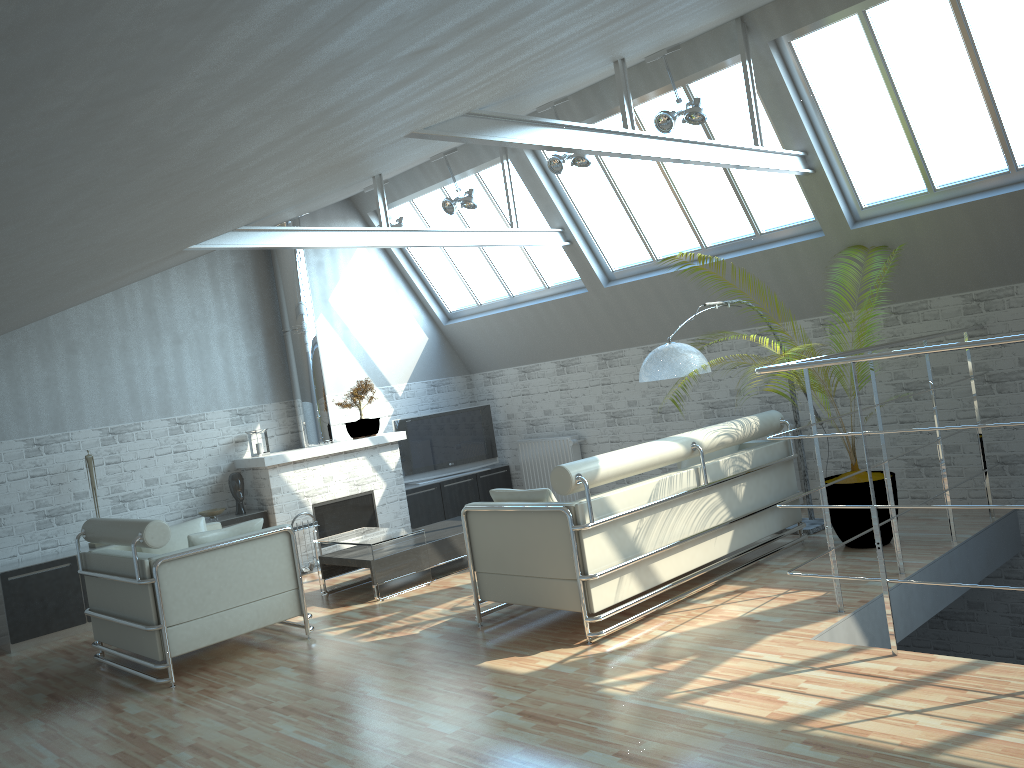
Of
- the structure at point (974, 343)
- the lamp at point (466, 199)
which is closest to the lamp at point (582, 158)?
the lamp at point (466, 199)

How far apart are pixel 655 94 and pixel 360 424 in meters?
8.7

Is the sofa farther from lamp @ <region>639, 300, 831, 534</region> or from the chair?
the chair

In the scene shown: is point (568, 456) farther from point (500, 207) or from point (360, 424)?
point (500, 207)

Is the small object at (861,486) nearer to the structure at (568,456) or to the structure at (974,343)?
the structure at (974,343)

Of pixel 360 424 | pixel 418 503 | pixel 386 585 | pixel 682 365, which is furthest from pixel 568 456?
pixel 682 365

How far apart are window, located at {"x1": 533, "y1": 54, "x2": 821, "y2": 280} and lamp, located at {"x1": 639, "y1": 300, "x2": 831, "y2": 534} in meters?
3.8 m

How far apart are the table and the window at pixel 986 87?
8.4m

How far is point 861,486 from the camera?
12.0m

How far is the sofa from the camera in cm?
1001
